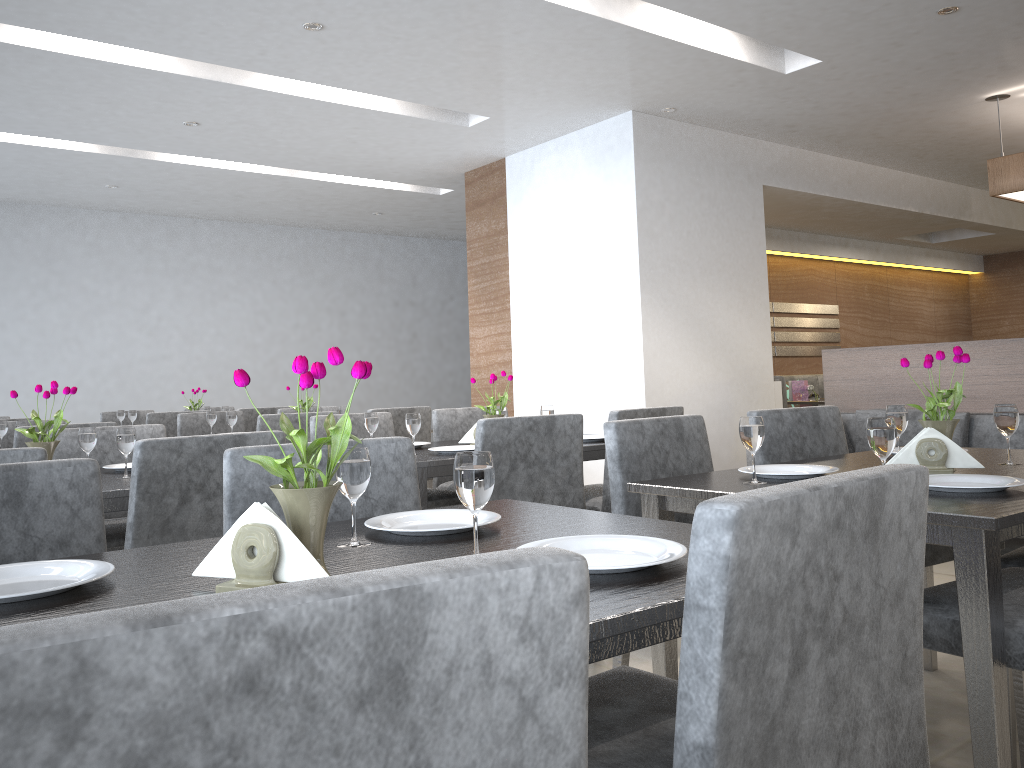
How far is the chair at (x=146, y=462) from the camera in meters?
2.1 m

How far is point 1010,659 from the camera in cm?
143

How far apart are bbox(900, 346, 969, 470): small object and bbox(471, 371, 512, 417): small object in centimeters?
163cm

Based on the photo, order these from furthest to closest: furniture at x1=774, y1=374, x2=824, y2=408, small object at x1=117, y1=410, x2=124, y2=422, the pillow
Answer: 1. furniture at x1=774, y1=374, x2=824, y2=408
2. small object at x1=117, y1=410, x2=124, y2=422
3. the pillow

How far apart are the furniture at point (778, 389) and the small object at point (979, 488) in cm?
440

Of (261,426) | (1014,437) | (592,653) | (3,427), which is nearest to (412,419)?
(261,426)

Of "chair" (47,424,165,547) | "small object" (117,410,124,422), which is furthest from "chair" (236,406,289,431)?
"chair" (47,424,165,547)

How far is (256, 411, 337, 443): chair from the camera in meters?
4.0 m

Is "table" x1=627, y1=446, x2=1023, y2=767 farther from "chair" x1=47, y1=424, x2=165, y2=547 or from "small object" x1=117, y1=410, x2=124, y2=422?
"small object" x1=117, y1=410, x2=124, y2=422

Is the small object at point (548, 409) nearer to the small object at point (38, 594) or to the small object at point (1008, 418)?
the small object at point (1008, 418)
